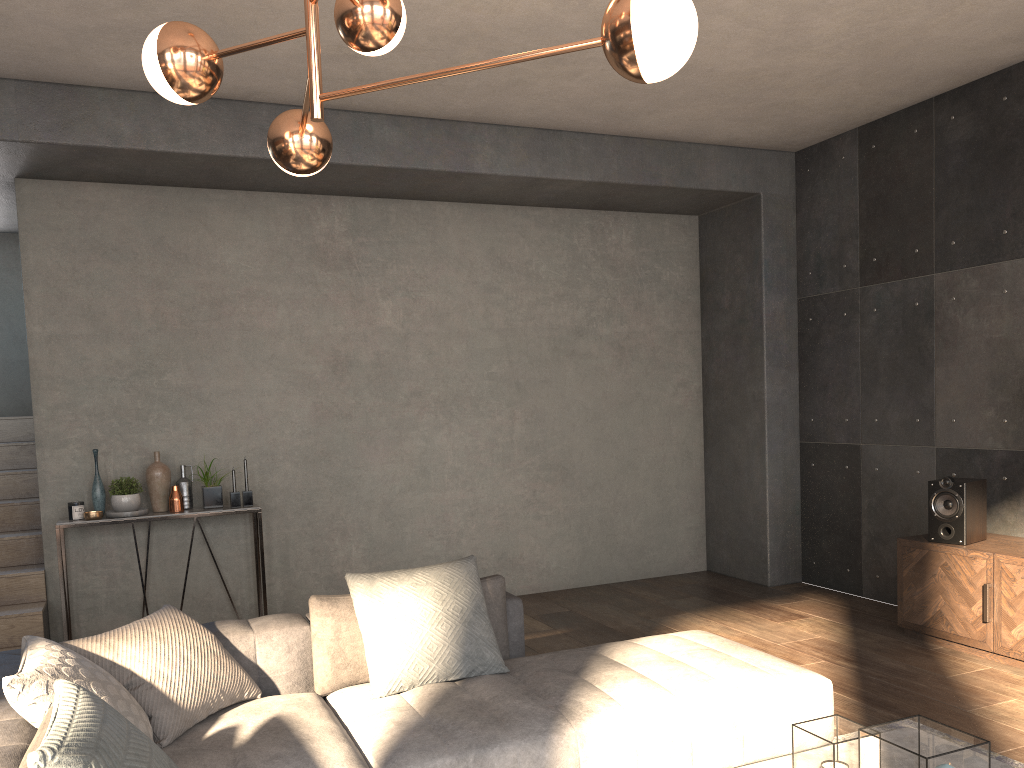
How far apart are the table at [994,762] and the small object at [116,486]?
3.84m

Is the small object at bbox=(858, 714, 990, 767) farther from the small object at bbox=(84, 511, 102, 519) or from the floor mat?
the small object at bbox=(84, 511, 102, 519)

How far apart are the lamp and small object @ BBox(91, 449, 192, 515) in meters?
3.0 m

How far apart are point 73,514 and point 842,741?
4.3m

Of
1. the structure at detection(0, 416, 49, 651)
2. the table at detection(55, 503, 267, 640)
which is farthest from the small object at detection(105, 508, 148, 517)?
the structure at detection(0, 416, 49, 651)

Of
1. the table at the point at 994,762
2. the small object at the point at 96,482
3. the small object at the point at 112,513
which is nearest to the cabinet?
the table at the point at 994,762

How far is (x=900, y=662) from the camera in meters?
4.4 m

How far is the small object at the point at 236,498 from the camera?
5.24m

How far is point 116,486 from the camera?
5.0 meters

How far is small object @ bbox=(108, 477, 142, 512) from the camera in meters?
5.0 m
